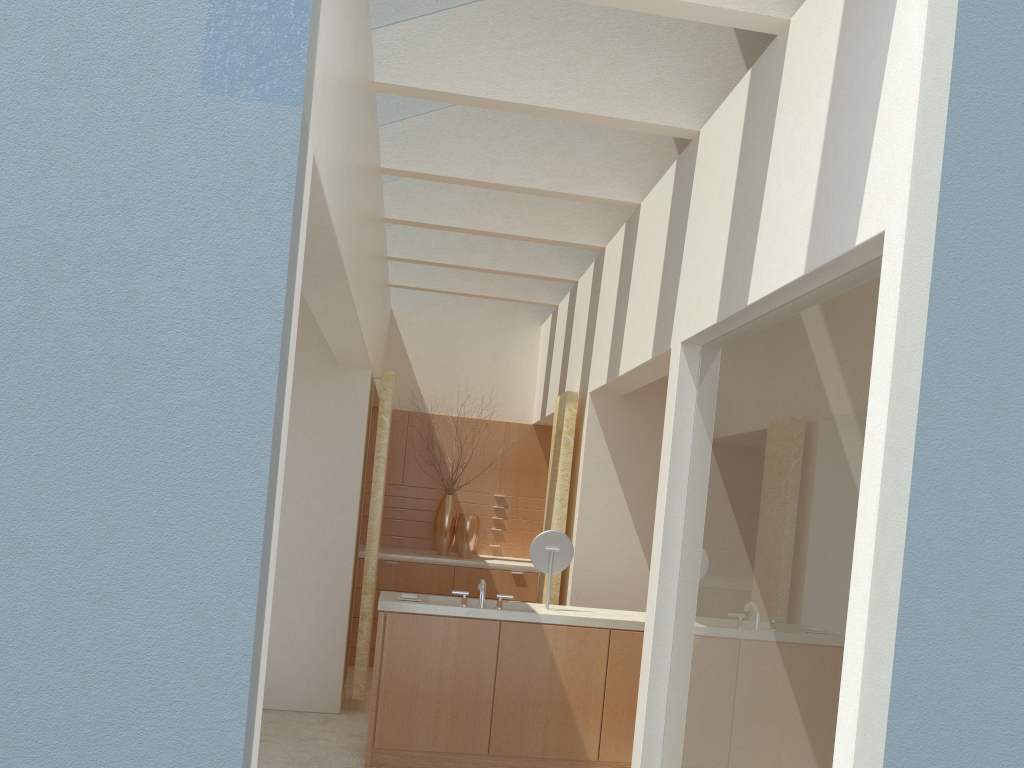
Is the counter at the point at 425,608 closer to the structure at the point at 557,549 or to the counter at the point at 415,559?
the structure at the point at 557,549

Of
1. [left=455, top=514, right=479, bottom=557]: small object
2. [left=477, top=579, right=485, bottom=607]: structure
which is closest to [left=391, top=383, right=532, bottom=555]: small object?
[left=455, top=514, right=479, bottom=557]: small object

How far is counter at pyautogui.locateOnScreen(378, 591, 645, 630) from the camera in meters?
11.6

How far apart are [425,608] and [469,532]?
7.6 meters

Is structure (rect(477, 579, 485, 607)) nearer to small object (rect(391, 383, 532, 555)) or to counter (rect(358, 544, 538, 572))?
counter (rect(358, 544, 538, 572))

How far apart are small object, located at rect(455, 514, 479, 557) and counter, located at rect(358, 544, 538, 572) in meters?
0.1

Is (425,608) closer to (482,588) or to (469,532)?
(482,588)

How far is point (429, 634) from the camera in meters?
11.6 m

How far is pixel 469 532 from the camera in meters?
19.2 m

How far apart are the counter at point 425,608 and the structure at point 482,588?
0.3 meters
